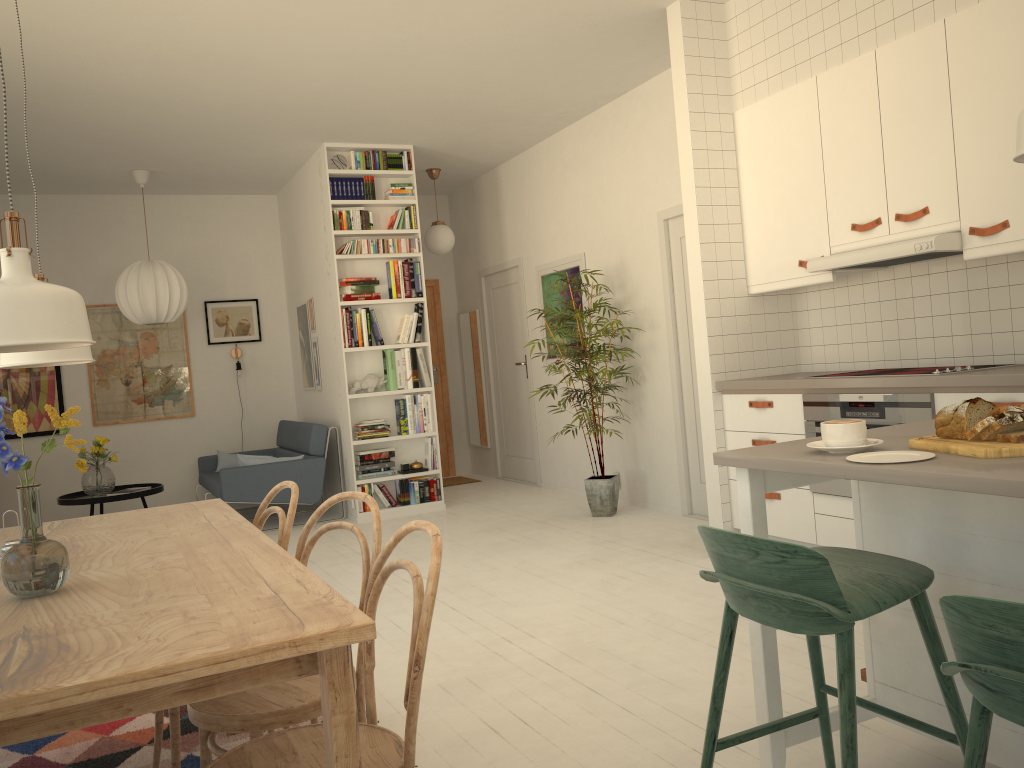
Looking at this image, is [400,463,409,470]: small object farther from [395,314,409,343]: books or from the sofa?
[395,314,409,343]: books

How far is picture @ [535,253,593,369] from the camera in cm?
688

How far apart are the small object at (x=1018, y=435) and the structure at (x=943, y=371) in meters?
1.8 m

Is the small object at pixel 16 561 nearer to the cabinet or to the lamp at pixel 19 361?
the lamp at pixel 19 361

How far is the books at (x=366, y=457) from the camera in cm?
683

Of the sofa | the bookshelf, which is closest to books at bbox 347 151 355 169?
the bookshelf

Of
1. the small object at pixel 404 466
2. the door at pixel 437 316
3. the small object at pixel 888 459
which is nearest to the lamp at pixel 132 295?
the small object at pixel 404 466

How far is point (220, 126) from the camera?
6.1 meters

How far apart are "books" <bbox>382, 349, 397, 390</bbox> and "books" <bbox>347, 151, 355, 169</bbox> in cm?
146

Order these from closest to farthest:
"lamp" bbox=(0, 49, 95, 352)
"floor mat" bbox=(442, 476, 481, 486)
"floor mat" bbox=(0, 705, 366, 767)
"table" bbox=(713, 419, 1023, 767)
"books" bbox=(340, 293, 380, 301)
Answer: "lamp" bbox=(0, 49, 95, 352) < "table" bbox=(713, 419, 1023, 767) < "floor mat" bbox=(0, 705, 366, 767) < "books" bbox=(340, 293, 380, 301) < "floor mat" bbox=(442, 476, 481, 486)
